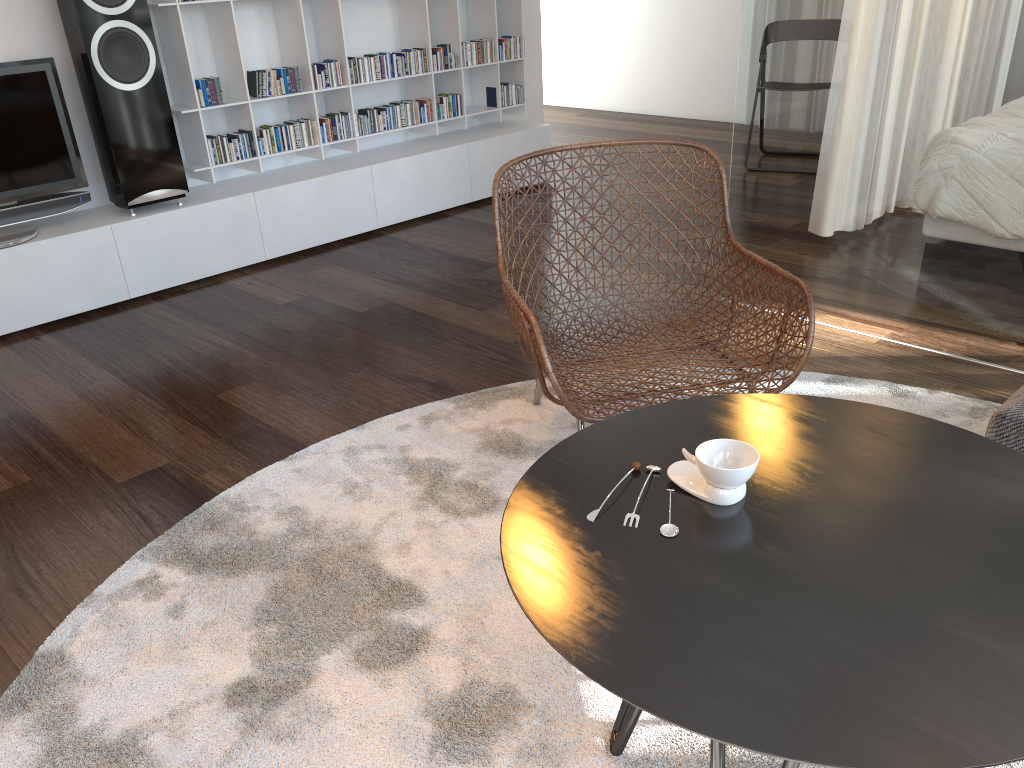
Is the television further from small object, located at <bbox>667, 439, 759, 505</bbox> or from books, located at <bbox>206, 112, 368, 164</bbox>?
small object, located at <bbox>667, 439, 759, 505</bbox>

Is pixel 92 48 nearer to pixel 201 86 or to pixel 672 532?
pixel 201 86

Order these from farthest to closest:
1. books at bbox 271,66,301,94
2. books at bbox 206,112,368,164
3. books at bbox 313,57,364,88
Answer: books at bbox 313,57,364,88 → books at bbox 271,66,301,94 → books at bbox 206,112,368,164

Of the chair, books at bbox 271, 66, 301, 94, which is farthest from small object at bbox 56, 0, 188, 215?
the chair

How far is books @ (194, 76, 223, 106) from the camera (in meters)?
3.80

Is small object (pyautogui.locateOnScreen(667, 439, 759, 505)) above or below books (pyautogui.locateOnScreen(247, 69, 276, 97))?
below

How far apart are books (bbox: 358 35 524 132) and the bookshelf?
0.0 meters

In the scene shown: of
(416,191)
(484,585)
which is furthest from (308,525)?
(416,191)

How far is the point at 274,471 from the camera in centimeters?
235cm

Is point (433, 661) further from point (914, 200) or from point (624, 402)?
point (914, 200)
